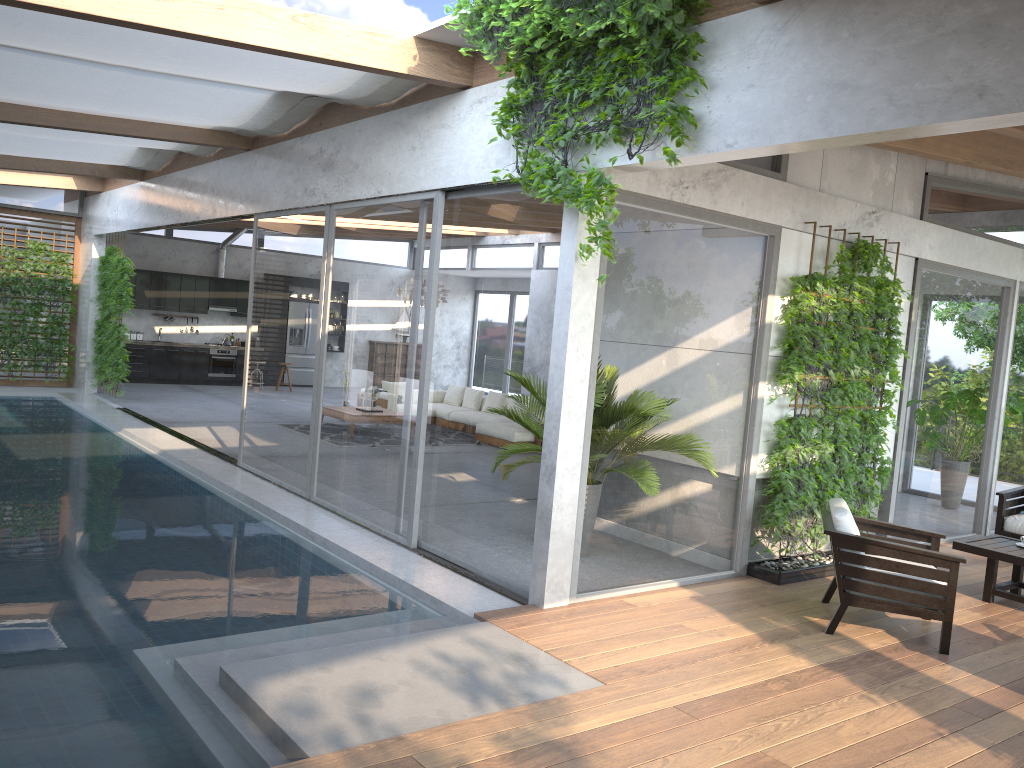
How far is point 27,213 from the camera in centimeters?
1548cm

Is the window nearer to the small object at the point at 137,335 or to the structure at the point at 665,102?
the structure at the point at 665,102

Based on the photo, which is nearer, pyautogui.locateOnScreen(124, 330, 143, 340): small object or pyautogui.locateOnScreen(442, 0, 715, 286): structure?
pyautogui.locateOnScreen(442, 0, 715, 286): structure

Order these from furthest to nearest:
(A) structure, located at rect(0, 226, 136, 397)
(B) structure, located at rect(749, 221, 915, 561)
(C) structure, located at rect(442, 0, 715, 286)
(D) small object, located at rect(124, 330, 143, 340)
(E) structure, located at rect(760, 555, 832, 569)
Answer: (D) small object, located at rect(124, 330, 143, 340)
(A) structure, located at rect(0, 226, 136, 397)
(E) structure, located at rect(760, 555, 832, 569)
(B) structure, located at rect(749, 221, 915, 561)
(C) structure, located at rect(442, 0, 715, 286)

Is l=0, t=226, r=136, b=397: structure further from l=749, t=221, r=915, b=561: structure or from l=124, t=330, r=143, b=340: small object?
l=749, t=221, r=915, b=561: structure

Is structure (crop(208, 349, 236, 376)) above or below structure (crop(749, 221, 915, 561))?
below

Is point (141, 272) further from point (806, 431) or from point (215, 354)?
point (806, 431)

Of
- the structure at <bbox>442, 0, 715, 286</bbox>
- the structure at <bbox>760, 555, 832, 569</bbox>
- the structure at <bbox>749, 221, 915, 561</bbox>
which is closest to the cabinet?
the structure at <bbox>442, 0, 715, 286</bbox>

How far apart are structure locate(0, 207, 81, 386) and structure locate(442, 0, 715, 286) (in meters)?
12.82

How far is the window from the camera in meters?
5.9 m
